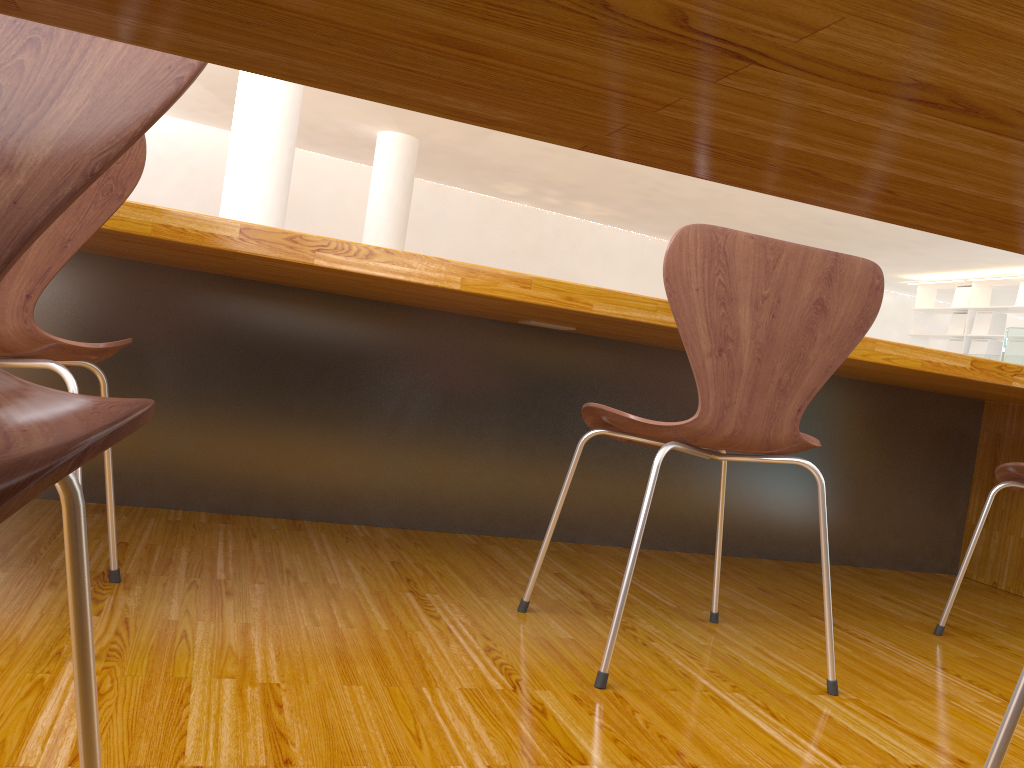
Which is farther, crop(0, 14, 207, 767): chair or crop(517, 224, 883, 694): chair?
crop(517, 224, 883, 694): chair

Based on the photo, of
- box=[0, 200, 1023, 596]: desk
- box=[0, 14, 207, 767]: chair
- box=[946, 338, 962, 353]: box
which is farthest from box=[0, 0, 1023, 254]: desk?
→ box=[946, 338, 962, 353]: box

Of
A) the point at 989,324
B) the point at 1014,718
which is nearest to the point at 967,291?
the point at 989,324

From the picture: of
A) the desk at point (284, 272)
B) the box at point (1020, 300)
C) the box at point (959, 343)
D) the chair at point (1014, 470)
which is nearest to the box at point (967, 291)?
the box at point (959, 343)

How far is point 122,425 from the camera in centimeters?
32cm

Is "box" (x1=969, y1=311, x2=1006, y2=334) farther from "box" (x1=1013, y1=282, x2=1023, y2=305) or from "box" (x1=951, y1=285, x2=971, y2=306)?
"box" (x1=1013, y1=282, x2=1023, y2=305)

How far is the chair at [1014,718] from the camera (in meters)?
0.81

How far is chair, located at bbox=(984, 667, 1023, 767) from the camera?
0.8m

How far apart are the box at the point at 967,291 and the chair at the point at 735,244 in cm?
1033

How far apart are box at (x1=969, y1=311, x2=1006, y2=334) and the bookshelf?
0.07m
